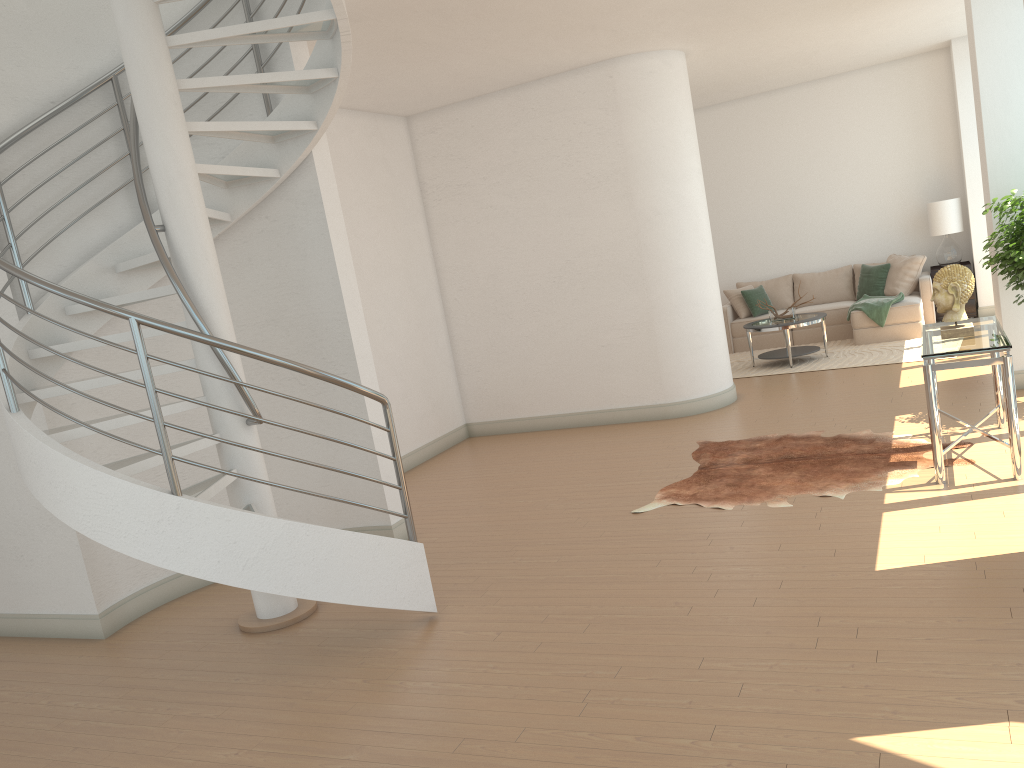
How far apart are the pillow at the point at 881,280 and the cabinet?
0.5 meters

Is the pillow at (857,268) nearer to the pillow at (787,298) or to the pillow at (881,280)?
the pillow at (881,280)

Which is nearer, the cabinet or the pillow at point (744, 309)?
the cabinet

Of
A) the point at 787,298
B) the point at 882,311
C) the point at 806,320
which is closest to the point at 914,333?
the point at 882,311

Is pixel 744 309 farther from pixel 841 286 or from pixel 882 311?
pixel 882 311

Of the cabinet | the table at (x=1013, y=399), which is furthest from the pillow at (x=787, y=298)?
the table at (x=1013, y=399)

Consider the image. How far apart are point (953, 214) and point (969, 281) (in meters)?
6.34

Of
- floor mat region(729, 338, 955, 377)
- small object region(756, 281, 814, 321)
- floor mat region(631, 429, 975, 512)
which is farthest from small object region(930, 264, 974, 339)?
small object region(756, 281, 814, 321)

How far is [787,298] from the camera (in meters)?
12.24

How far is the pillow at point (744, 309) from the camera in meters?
12.1
